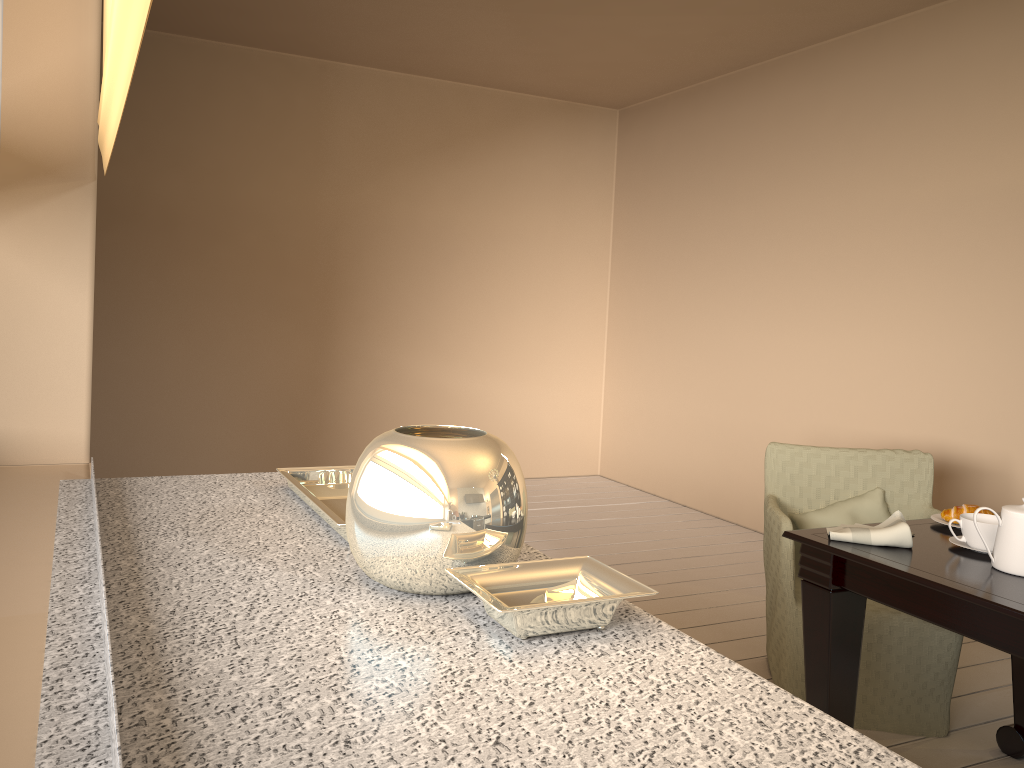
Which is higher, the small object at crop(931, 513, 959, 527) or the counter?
the counter

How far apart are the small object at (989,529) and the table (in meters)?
0.02

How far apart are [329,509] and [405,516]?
0.37m

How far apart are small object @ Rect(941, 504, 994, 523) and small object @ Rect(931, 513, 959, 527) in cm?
2

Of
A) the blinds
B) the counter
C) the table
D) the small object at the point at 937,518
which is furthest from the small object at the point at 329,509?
the small object at the point at 937,518

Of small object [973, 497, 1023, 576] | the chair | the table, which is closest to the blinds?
the table

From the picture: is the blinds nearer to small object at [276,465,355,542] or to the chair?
small object at [276,465,355,542]

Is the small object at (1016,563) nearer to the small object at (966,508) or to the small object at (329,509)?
the small object at (966,508)

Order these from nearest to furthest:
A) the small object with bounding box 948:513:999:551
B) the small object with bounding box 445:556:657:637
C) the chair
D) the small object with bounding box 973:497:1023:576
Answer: the small object with bounding box 445:556:657:637
the small object with bounding box 973:497:1023:576
the small object with bounding box 948:513:999:551
the chair

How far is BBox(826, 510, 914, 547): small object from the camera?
2.00m
